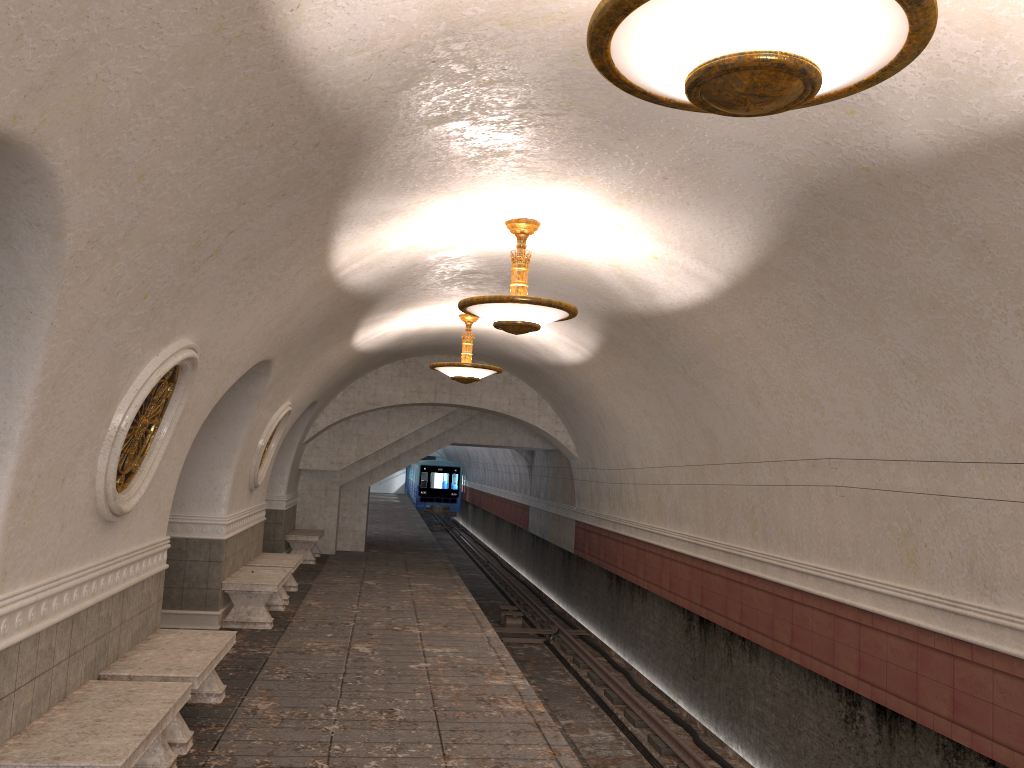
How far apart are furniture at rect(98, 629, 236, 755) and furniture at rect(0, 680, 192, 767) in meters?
0.3 m

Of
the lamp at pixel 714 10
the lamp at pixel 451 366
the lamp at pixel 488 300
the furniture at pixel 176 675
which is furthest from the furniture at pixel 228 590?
the lamp at pixel 714 10

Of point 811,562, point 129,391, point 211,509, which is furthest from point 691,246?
point 211,509

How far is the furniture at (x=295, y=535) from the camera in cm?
1607

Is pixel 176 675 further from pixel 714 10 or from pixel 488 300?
pixel 714 10

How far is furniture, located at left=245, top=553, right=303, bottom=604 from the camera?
11.72m

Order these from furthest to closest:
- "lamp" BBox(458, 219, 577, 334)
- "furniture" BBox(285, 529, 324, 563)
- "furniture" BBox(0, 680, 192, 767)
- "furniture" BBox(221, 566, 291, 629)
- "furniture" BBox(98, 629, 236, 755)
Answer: "furniture" BBox(285, 529, 324, 563), "furniture" BBox(221, 566, 291, 629), "lamp" BBox(458, 219, 577, 334), "furniture" BBox(98, 629, 236, 755), "furniture" BBox(0, 680, 192, 767)

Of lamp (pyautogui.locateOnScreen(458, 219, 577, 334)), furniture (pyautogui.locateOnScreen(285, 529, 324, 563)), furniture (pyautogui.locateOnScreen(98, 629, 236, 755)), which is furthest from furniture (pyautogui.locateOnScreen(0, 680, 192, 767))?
furniture (pyautogui.locateOnScreen(285, 529, 324, 563))

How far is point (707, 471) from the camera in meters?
10.4 m

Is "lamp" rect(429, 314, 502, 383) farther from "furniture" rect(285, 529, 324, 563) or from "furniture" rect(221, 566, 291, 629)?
"furniture" rect(285, 529, 324, 563)
